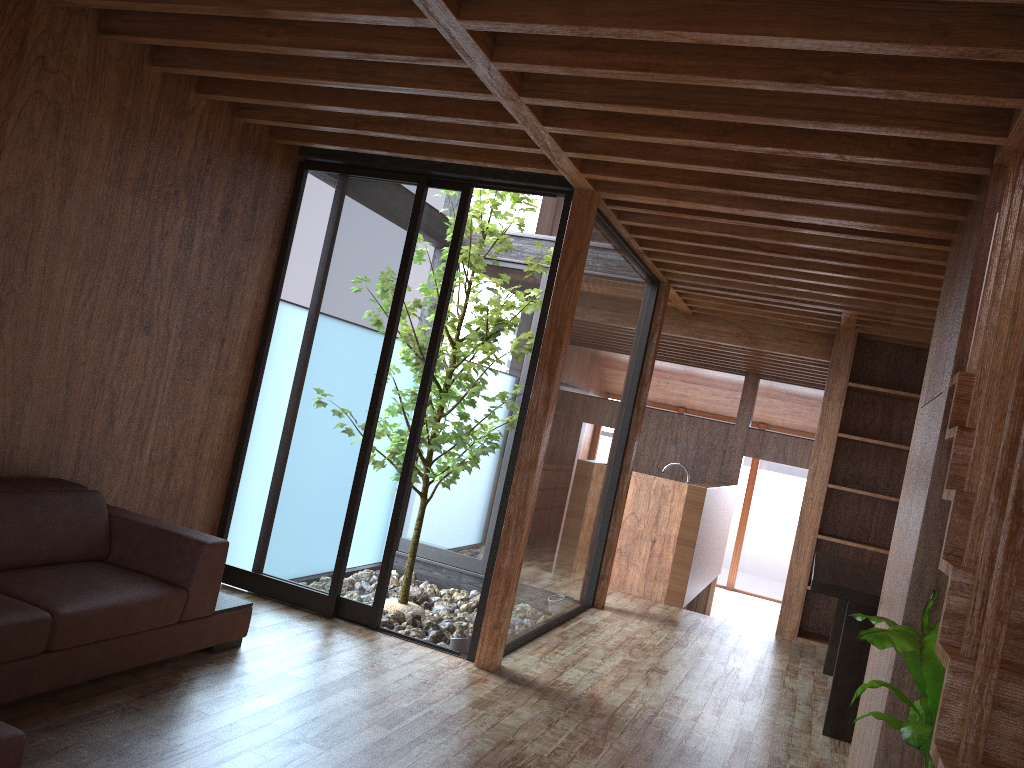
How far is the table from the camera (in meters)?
4.13

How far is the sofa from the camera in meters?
2.7

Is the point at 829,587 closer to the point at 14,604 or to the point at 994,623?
the point at 994,623

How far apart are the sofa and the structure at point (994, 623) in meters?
1.9 m

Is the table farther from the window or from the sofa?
the sofa

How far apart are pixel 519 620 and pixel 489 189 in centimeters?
222cm

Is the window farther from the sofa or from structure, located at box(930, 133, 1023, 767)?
structure, located at box(930, 133, 1023, 767)

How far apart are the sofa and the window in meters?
0.7 m

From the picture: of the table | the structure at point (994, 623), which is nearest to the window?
the table

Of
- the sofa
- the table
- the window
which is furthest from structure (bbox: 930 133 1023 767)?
the window
